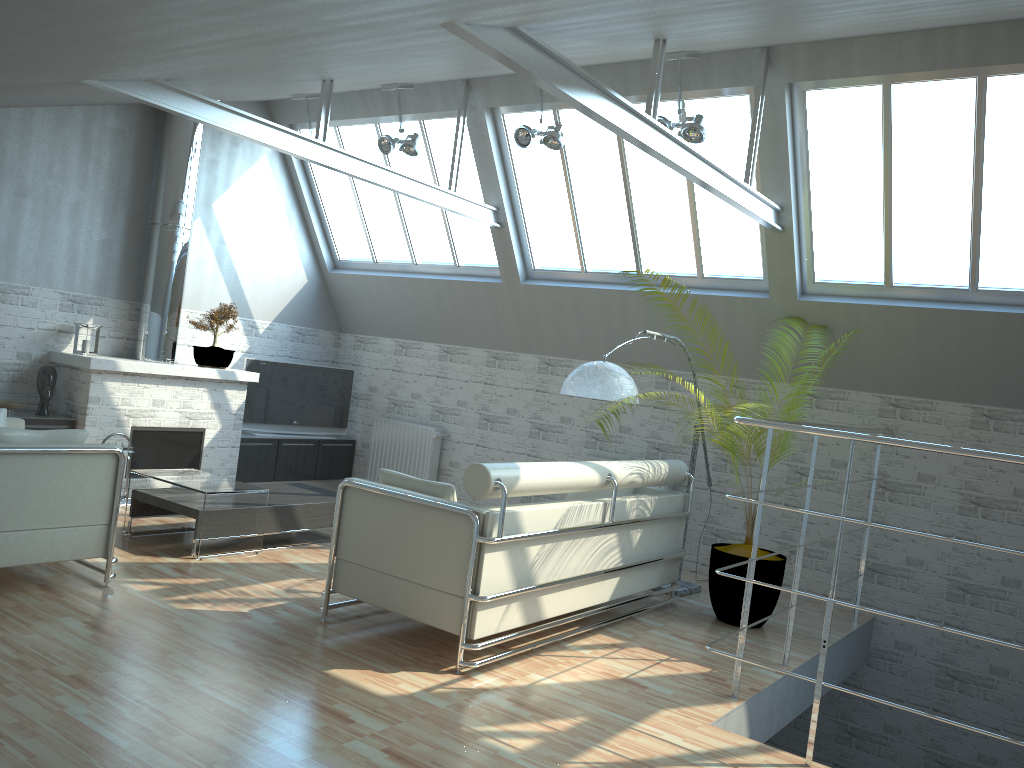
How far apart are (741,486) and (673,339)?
3.25m

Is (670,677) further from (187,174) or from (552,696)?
(187,174)

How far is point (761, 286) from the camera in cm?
1379

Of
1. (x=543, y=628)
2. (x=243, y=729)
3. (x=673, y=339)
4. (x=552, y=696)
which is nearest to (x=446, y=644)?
(x=543, y=628)

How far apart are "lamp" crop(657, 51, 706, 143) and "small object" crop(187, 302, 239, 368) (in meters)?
8.66

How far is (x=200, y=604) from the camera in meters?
9.6 m

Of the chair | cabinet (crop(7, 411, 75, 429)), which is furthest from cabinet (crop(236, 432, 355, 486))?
the chair

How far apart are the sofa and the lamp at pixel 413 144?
6.1m

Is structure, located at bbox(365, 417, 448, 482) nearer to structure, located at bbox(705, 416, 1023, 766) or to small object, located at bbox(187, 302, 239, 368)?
small object, located at bbox(187, 302, 239, 368)

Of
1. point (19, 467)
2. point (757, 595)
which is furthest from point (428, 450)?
point (19, 467)
